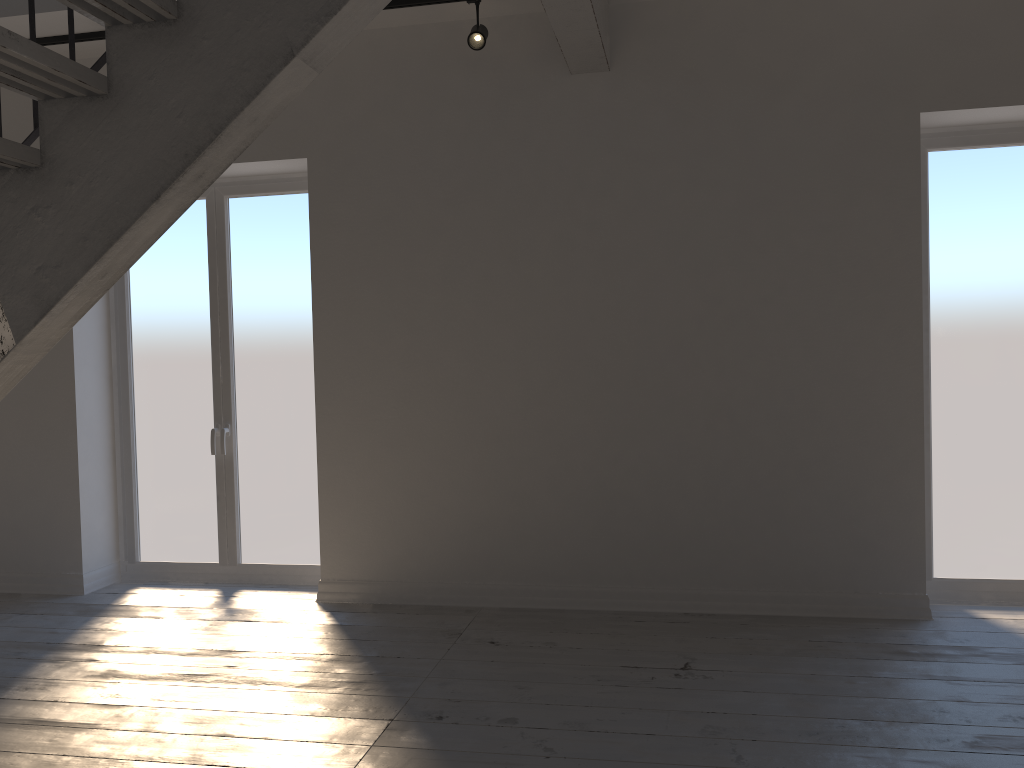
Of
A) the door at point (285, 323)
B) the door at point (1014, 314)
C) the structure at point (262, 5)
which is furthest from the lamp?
the door at point (1014, 314)

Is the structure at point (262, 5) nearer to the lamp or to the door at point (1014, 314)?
the lamp

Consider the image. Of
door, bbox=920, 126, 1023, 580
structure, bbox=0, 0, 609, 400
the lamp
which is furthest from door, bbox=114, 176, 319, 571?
door, bbox=920, 126, 1023, 580

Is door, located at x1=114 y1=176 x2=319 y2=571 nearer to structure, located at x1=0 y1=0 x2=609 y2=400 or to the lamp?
the lamp

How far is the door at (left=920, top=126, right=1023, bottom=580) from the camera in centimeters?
433cm

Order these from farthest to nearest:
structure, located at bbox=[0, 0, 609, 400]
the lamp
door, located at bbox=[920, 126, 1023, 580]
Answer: door, located at bbox=[920, 126, 1023, 580]
the lamp
structure, located at bbox=[0, 0, 609, 400]

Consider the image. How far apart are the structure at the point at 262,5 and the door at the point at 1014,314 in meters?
1.6 m

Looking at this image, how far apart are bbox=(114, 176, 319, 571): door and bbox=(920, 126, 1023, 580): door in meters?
3.3 m

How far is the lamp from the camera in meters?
4.1 m

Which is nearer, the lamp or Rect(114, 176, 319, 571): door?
the lamp
